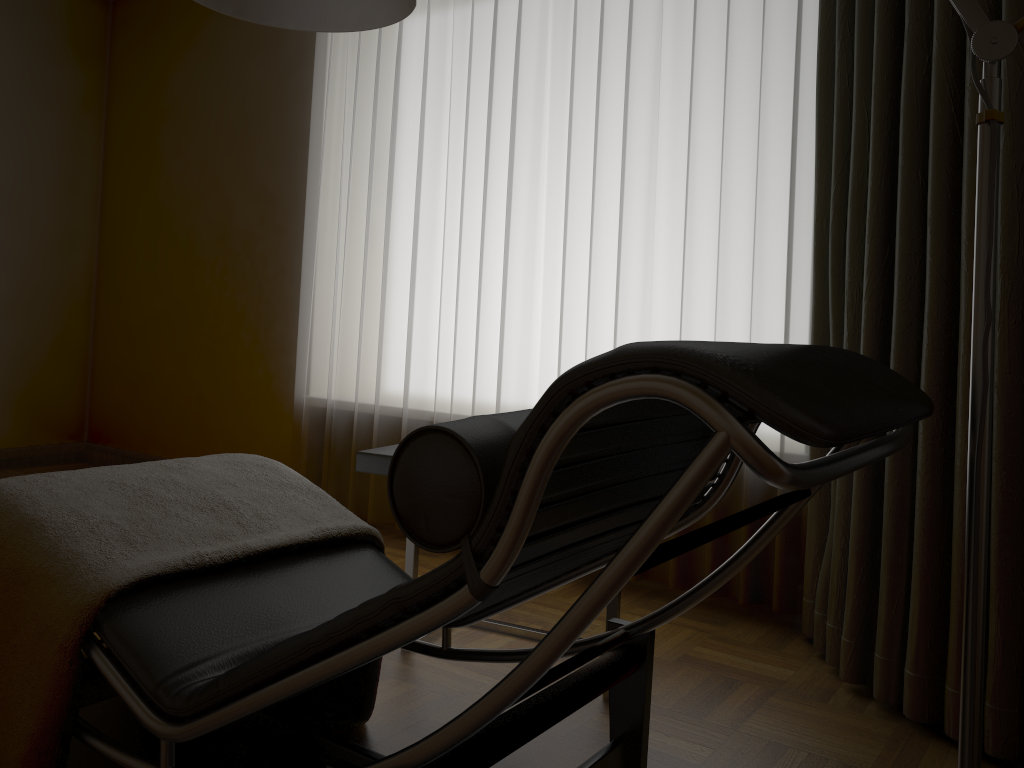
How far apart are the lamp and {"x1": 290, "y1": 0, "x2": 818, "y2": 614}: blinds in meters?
1.2

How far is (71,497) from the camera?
1.5 meters

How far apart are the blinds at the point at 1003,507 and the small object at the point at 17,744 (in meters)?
1.11

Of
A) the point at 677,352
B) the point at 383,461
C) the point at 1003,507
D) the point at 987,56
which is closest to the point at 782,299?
the point at 1003,507

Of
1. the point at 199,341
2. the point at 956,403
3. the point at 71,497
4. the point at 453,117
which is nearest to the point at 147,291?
the point at 199,341

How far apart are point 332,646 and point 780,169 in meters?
2.0 m

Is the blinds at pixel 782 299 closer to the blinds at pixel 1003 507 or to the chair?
the blinds at pixel 1003 507

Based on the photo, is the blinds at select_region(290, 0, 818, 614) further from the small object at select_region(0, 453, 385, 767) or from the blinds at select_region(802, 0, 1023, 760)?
the small object at select_region(0, 453, 385, 767)

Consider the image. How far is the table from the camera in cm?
192

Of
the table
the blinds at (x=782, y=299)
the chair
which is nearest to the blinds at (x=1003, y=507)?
the blinds at (x=782, y=299)
